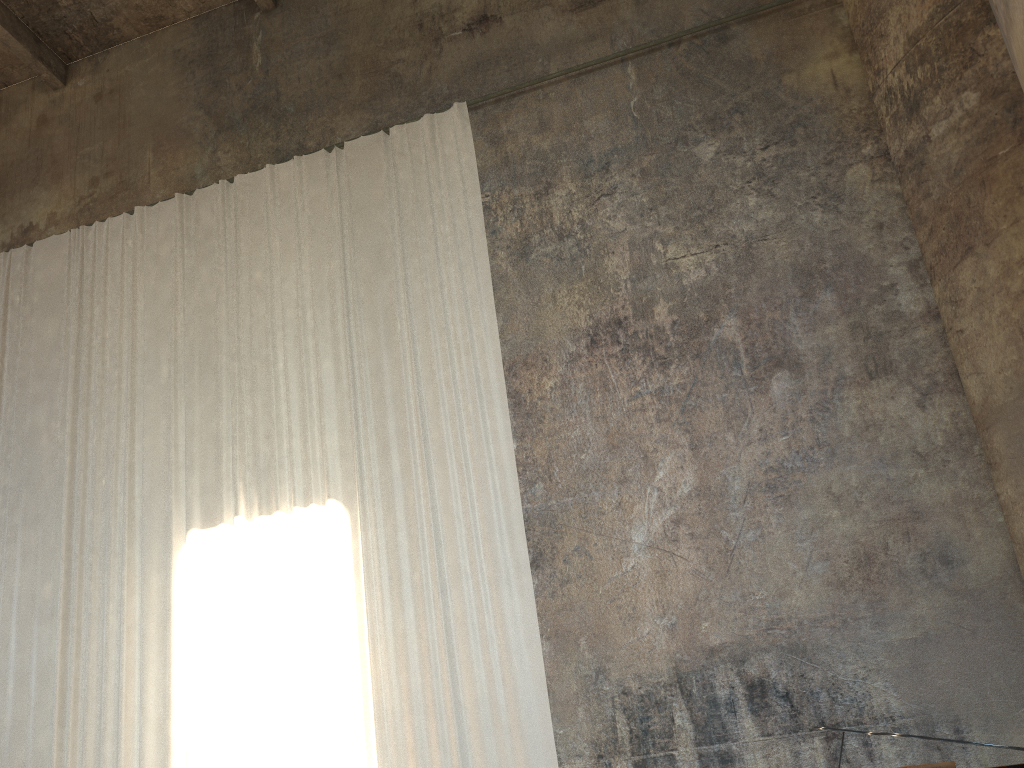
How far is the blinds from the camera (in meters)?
7.87

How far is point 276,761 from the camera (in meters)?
Answer: 7.87

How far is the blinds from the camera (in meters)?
7.87

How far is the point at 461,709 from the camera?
7.5m
